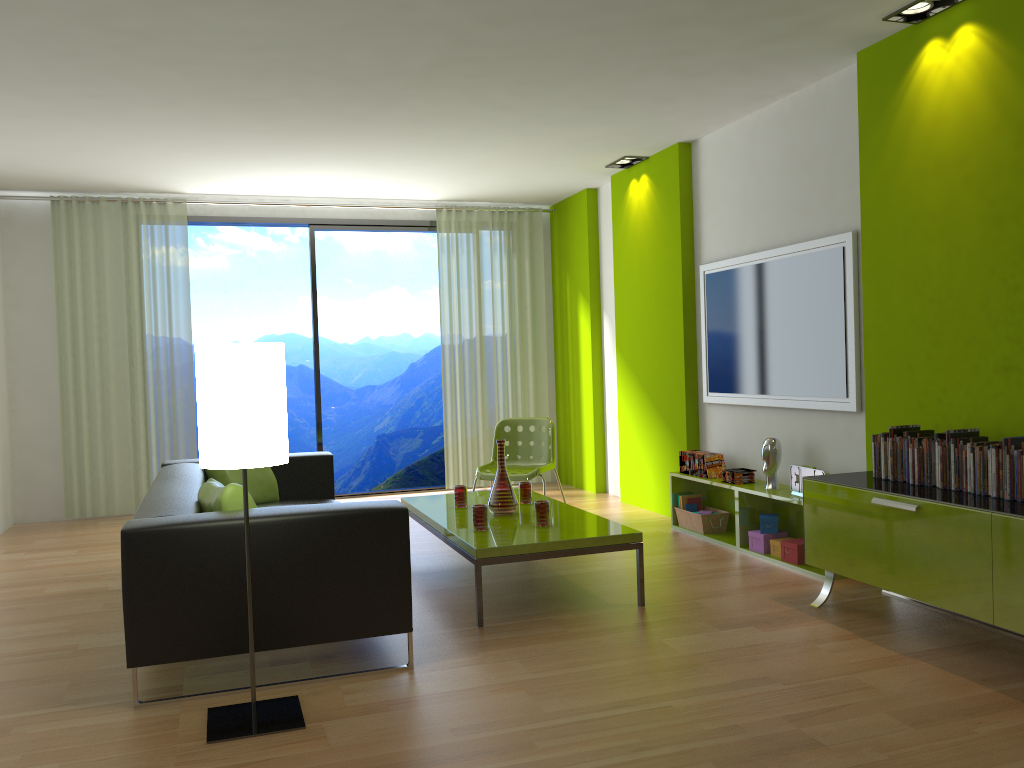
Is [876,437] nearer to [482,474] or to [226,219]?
[482,474]

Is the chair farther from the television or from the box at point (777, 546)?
the box at point (777, 546)

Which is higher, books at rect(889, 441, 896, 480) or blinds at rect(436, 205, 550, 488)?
blinds at rect(436, 205, 550, 488)

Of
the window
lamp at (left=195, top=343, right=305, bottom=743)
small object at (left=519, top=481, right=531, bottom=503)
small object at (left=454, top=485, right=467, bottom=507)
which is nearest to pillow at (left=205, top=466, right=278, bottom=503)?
small object at (left=454, top=485, right=467, bottom=507)

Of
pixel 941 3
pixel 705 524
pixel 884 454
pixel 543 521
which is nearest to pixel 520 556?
pixel 543 521

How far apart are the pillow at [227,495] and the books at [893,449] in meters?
2.7

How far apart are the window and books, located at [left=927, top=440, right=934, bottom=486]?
5.3m

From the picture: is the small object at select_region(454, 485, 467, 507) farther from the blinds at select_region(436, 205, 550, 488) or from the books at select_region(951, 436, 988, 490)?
the blinds at select_region(436, 205, 550, 488)

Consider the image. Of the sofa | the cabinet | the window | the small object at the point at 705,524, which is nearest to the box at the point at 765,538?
the small object at the point at 705,524

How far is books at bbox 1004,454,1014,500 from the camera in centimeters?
329cm
